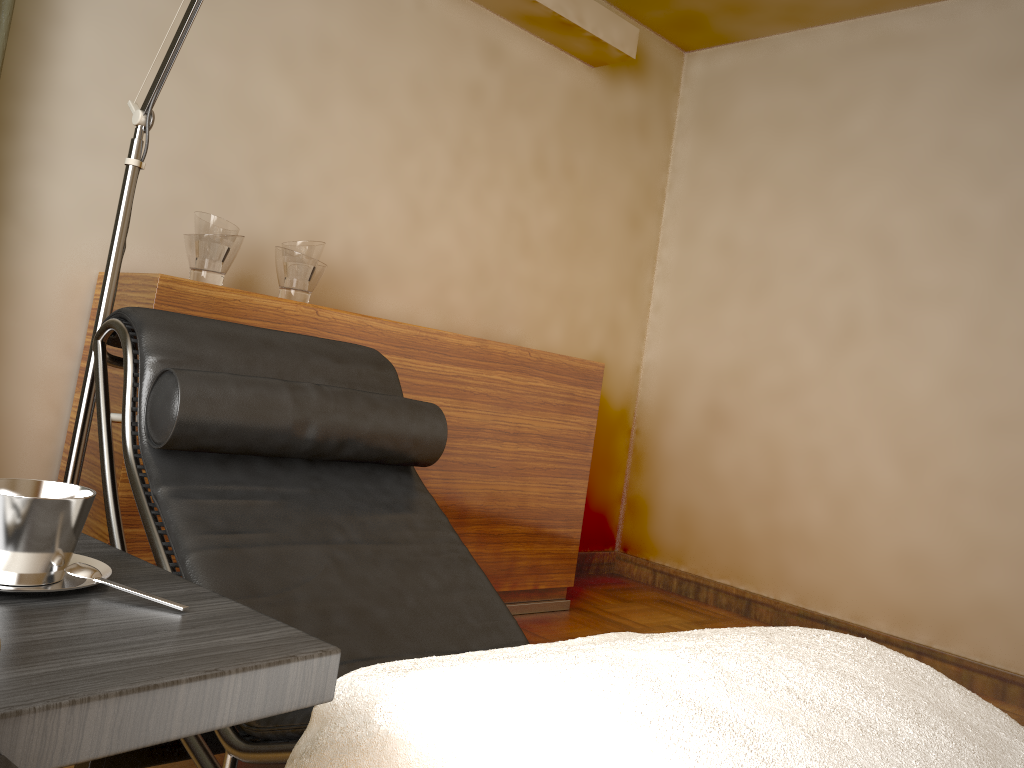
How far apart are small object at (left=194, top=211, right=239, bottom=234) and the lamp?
0.5m

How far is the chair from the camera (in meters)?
1.33

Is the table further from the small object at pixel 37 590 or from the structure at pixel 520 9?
the structure at pixel 520 9

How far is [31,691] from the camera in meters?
0.6

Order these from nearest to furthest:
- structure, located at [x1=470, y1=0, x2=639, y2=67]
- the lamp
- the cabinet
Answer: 1. the lamp
2. the cabinet
3. structure, located at [x1=470, y1=0, x2=639, y2=67]

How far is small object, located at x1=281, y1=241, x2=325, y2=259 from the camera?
2.5m

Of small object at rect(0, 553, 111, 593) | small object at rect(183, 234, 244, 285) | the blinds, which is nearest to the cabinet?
small object at rect(183, 234, 244, 285)

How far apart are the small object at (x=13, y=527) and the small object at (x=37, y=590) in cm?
0

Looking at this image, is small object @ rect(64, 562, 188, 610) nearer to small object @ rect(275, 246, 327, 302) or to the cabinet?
the cabinet

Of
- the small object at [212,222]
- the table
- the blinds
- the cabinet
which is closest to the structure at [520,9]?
the cabinet
